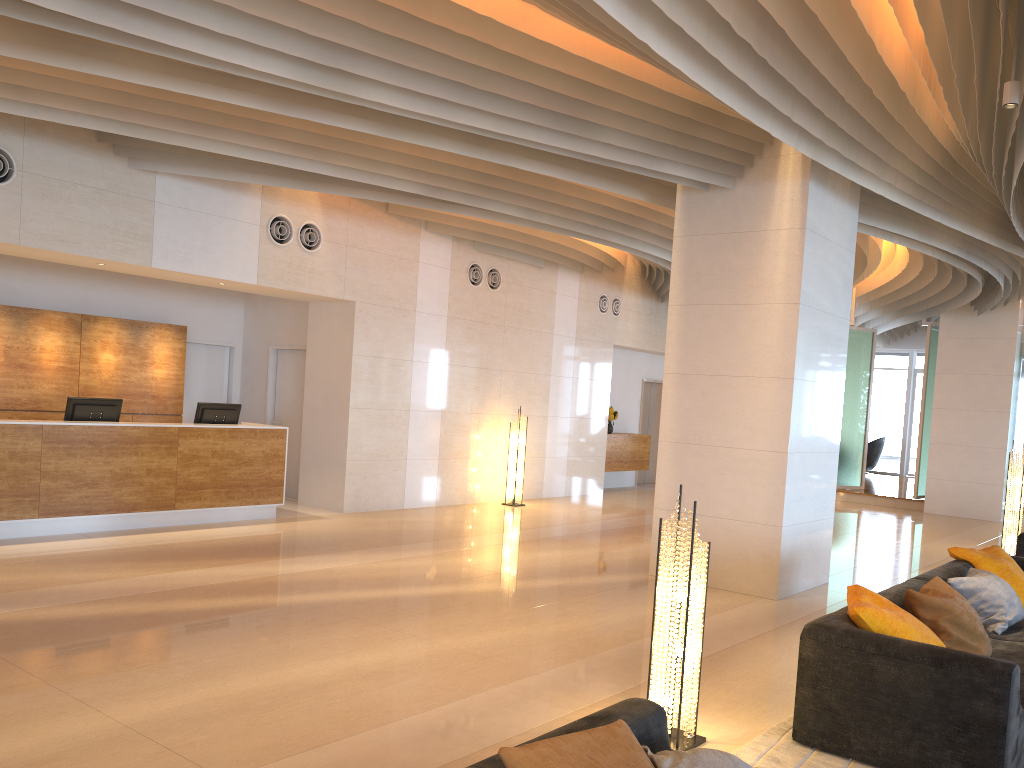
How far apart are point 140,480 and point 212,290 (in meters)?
4.14

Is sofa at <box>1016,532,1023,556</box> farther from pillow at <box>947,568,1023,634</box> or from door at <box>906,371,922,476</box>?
door at <box>906,371,922,476</box>

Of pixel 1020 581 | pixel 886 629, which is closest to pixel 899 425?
pixel 1020 581

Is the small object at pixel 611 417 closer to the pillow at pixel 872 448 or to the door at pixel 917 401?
the pillow at pixel 872 448

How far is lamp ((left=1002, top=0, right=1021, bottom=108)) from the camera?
5.27m

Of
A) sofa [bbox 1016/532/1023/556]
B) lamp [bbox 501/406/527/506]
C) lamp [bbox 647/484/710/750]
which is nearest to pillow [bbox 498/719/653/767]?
lamp [bbox 647/484/710/750]

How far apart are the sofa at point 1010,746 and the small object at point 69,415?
7.4 meters

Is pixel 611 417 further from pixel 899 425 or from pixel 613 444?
pixel 899 425

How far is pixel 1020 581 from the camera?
6.3 meters

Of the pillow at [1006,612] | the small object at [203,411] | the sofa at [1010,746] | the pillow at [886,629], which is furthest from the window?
the pillow at [886,629]
